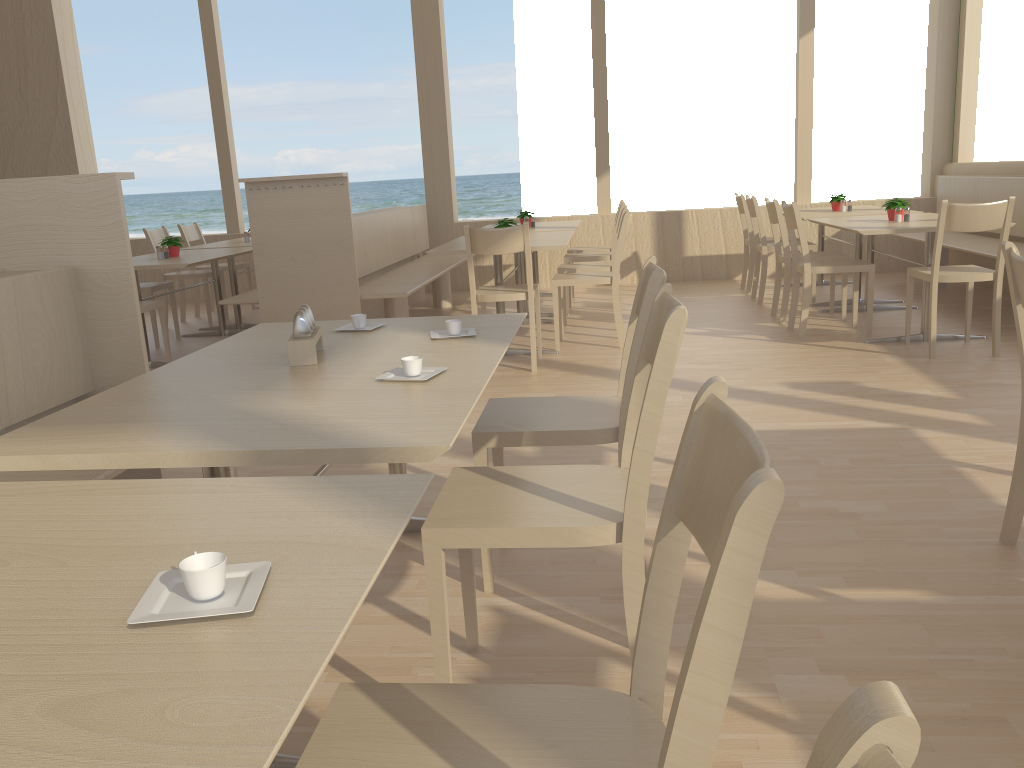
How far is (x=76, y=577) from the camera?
0.92m

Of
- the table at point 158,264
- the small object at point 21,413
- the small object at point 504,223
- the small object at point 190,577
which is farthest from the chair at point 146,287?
the small object at point 190,577

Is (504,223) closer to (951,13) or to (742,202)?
(742,202)

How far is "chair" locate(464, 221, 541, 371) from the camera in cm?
452

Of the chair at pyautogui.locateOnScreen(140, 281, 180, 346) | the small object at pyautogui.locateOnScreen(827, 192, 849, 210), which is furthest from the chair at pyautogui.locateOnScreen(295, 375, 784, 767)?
the small object at pyautogui.locateOnScreen(827, 192, 849, 210)

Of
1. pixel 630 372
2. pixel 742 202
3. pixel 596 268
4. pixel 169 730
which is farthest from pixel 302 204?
pixel 169 730

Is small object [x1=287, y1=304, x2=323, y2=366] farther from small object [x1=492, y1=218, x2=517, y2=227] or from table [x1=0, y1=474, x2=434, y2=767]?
small object [x1=492, y1=218, x2=517, y2=227]

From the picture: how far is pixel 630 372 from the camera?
2.1 meters

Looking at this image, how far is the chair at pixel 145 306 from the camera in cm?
507

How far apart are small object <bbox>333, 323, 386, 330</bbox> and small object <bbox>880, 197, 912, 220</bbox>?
4.0 meters
